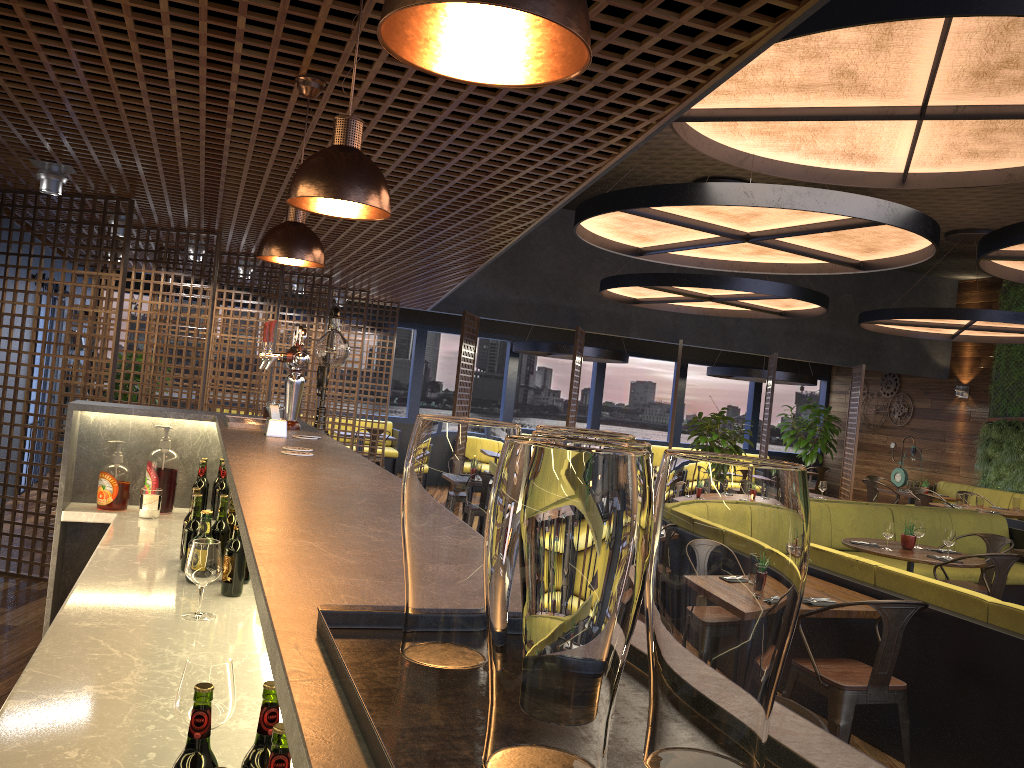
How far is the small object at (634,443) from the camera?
0.65m

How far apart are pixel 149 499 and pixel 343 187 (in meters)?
2.31

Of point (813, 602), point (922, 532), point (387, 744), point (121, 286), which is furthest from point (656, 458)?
point (387, 744)

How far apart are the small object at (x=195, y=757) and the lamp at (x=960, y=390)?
16.52m

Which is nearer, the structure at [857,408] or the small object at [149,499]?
the small object at [149,499]

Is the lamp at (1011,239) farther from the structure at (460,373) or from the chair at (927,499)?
the structure at (460,373)

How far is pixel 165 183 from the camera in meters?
5.5 m

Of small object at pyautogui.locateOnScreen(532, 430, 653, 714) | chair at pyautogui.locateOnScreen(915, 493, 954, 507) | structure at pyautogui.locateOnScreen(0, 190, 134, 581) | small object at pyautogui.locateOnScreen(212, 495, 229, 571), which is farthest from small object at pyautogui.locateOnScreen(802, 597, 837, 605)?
chair at pyautogui.locateOnScreen(915, 493, 954, 507)

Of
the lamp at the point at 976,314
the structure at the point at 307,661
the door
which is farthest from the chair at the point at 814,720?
the lamp at the point at 976,314

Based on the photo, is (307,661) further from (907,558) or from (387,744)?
(907,558)
